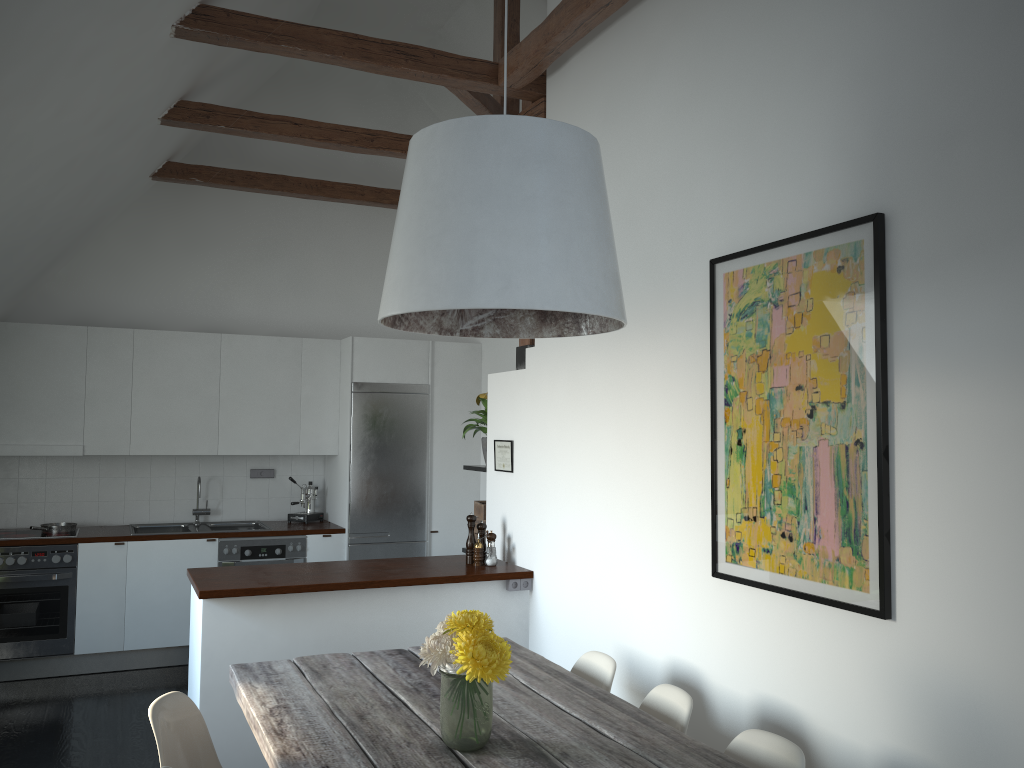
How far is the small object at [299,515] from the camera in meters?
7.0

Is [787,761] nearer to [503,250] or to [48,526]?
[503,250]

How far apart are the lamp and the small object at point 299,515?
4.54m

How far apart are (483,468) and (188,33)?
2.82m

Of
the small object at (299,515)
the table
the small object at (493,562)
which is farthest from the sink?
the table

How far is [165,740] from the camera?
2.70m

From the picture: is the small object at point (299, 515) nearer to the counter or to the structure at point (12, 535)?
the counter

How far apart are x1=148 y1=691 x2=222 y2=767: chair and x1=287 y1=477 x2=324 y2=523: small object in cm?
403

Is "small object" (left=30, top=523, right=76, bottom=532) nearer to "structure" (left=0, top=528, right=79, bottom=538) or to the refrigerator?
"structure" (left=0, top=528, right=79, bottom=538)

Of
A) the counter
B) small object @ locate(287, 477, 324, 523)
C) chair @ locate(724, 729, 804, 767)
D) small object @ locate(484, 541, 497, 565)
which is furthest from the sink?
chair @ locate(724, 729, 804, 767)
